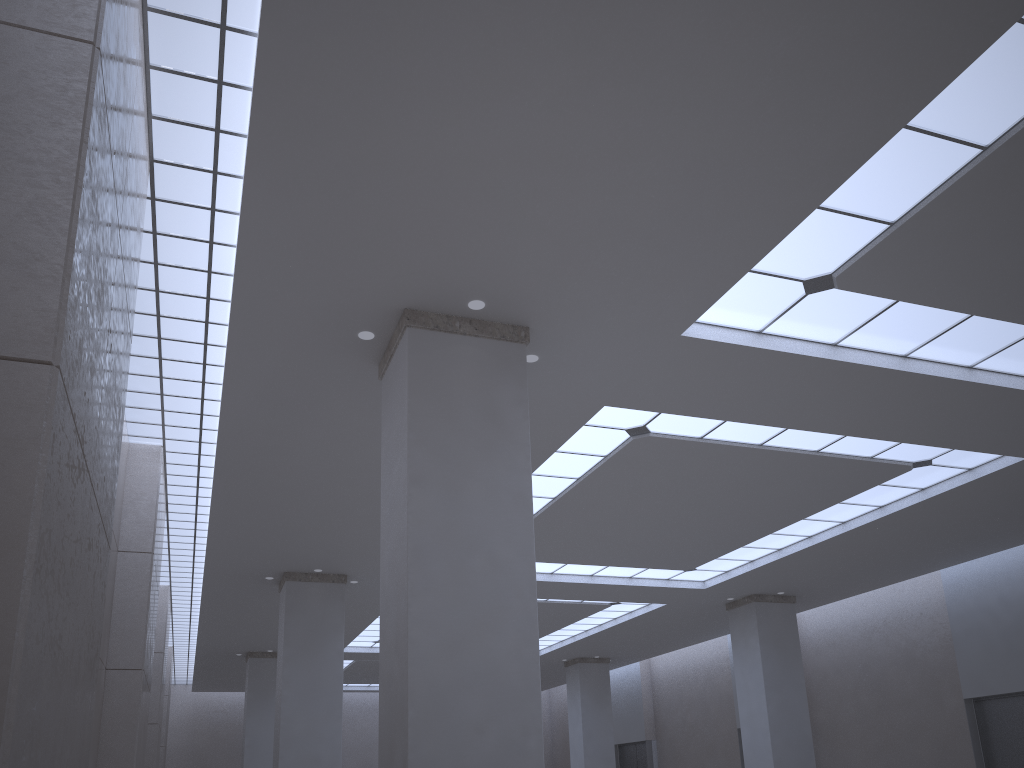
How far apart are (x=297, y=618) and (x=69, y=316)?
41.14m
